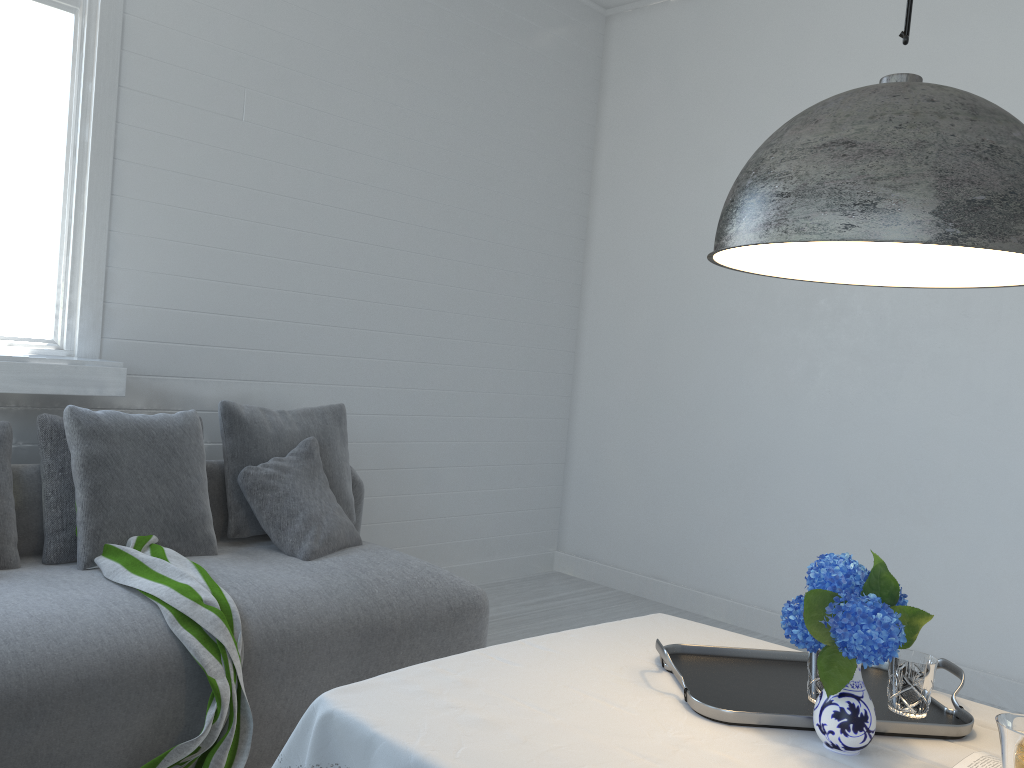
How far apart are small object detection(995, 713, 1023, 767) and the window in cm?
316

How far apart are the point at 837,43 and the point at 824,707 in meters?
4.1

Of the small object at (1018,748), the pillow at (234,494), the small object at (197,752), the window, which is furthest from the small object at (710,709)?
the window

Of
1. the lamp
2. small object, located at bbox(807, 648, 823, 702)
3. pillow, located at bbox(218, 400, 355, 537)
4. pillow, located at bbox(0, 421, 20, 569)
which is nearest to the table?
small object, located at bbox(807, 648, 823, 702)

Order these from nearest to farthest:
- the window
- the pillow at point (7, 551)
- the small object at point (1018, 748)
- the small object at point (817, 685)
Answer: the small object at point (1018, 748), the small object at point (817, 685), the pillow at point (7, 551), the window

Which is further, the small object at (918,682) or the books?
the small object at (918,682)

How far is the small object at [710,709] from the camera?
1.7 meters

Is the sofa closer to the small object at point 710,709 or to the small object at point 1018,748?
the small object at point 710,709

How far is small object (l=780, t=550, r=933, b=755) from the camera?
1.50m

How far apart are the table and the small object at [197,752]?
0.9m
